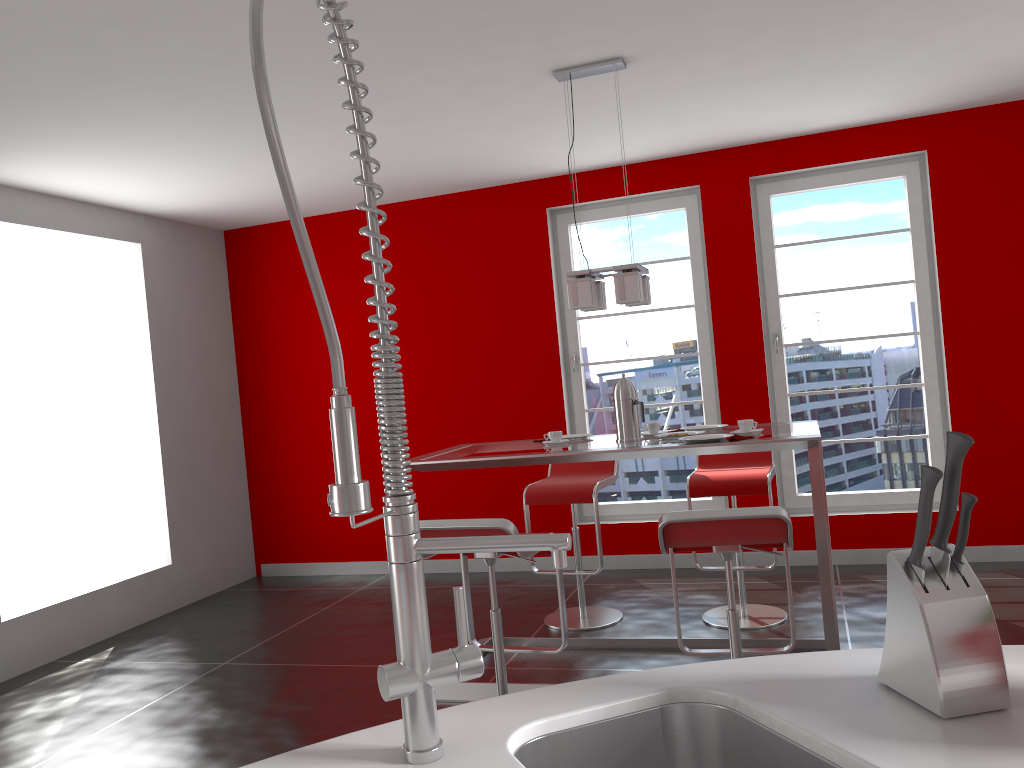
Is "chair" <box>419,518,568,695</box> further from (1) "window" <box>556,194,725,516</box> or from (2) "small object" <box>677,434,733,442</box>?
(1) "window" <box>556,194,725,516</box>

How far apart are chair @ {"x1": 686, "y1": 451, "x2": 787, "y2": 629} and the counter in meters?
3.0 m

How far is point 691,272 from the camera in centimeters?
569cm

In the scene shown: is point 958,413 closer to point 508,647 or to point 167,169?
point 508,647

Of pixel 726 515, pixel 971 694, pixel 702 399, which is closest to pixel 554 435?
pixel 726 515

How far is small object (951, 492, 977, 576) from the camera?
1.0 meters

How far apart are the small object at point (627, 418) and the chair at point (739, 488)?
0.8m

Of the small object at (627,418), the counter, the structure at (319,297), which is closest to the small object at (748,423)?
the small object at (627,418)

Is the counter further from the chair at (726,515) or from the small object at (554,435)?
the small object at (554,435)

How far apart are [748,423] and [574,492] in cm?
121
